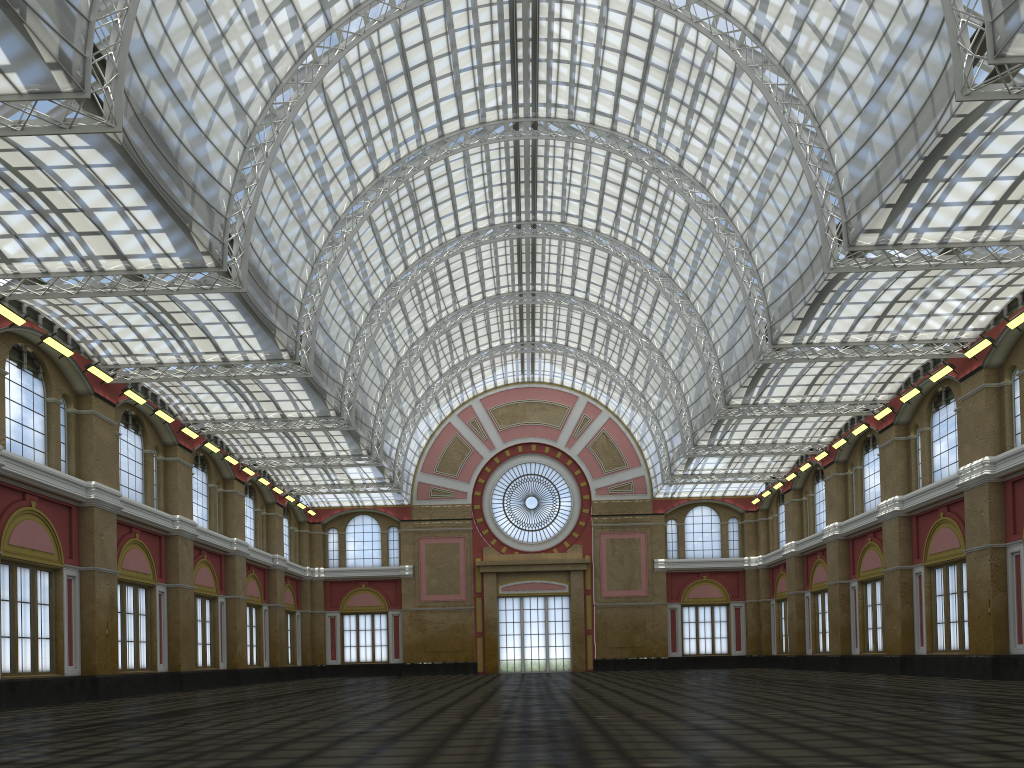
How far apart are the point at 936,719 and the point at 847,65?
28.9m
